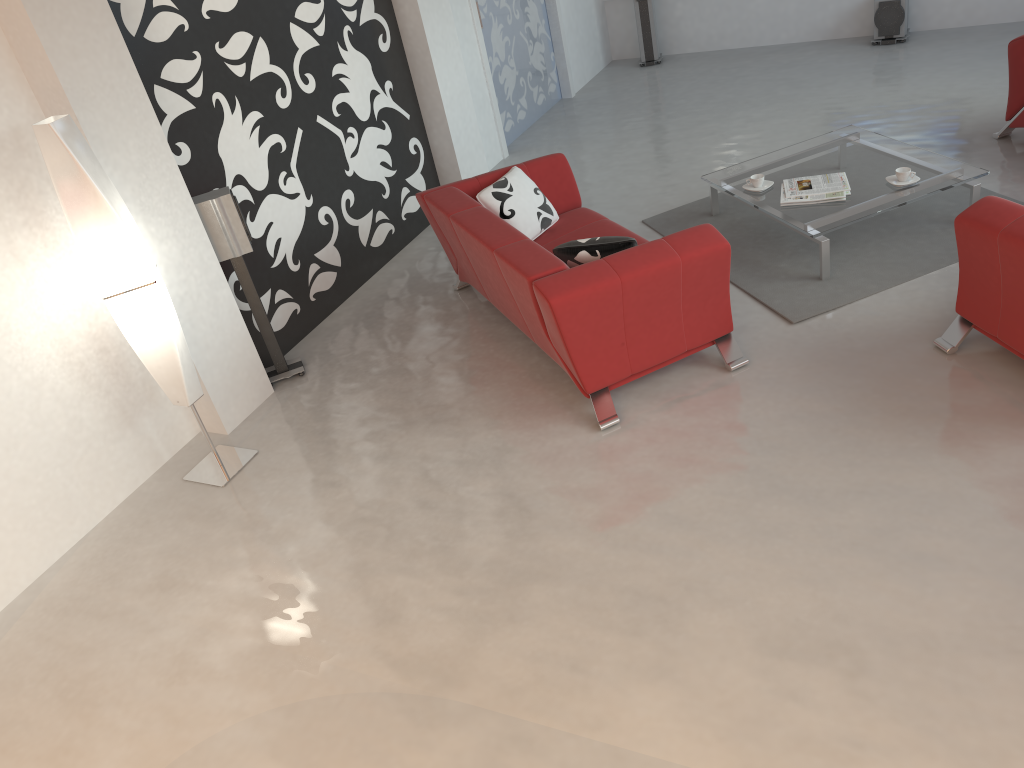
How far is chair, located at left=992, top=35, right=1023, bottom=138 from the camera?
5.34m

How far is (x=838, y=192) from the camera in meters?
4.9 m

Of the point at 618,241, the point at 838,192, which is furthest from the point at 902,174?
the point at 618,241

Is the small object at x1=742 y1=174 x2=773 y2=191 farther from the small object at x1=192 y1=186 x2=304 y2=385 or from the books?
the small object at x1=192 y1=186 x2=304 y2=385

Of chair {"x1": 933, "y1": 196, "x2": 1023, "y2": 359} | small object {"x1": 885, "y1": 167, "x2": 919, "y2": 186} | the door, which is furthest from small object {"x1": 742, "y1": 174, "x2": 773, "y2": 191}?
the door

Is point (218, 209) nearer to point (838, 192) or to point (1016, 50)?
point (838, 192)

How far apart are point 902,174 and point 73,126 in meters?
4.1

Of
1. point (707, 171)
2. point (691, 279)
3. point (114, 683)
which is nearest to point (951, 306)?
point (691, 279)

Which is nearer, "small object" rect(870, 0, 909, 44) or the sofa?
the sofa

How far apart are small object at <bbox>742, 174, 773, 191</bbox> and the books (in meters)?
0.11
